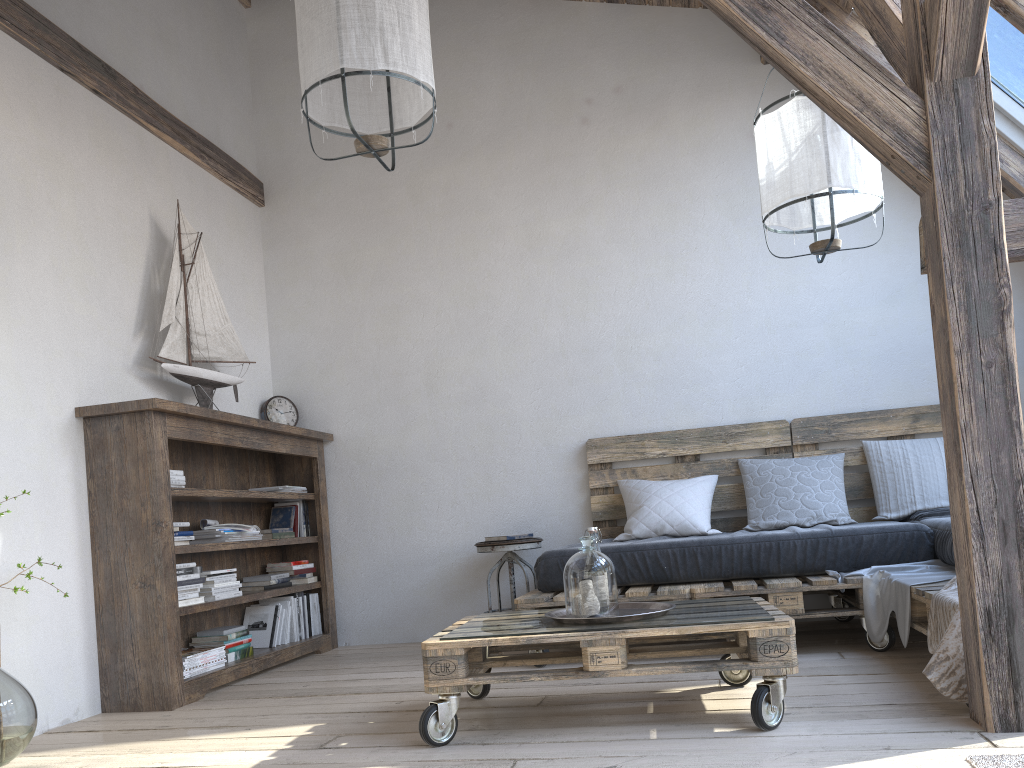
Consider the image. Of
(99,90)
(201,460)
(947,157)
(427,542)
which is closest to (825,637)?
(427,542)

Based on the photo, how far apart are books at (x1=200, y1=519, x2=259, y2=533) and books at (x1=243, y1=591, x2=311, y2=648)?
0.5 meters

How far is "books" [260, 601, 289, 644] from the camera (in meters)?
4.31

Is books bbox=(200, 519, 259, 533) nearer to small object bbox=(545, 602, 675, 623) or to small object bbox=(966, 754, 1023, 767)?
small object bbox=(545, 602, 675, 623)

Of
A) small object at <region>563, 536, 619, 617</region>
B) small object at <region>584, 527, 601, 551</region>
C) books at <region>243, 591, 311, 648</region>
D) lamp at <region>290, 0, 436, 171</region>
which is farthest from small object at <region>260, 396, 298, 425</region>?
small object at <region>563, 536, 619, 617</region>

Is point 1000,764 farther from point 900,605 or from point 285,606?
point 285,606

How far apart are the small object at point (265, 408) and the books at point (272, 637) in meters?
1.0 m

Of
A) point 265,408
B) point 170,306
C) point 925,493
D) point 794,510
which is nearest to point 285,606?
point 265,408

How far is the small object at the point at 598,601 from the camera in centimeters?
246cm

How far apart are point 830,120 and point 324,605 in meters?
3.3 m
